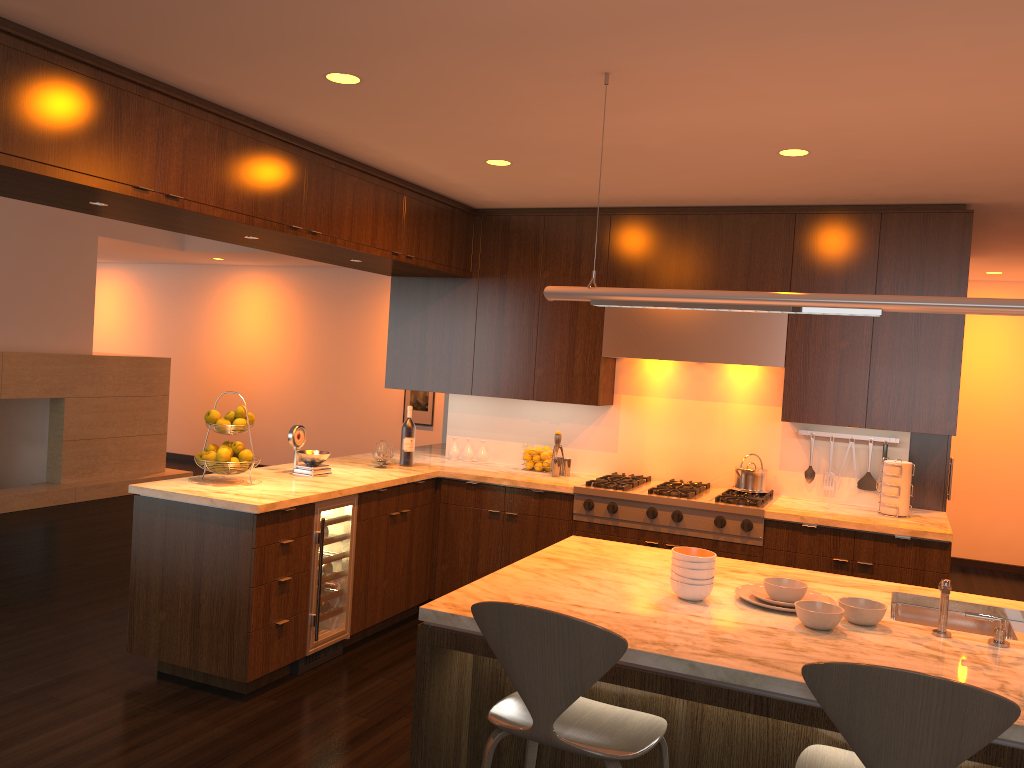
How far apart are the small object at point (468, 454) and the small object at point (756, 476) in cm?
178

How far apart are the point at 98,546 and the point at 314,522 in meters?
3.3

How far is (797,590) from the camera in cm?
275

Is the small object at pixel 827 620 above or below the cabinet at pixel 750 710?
above

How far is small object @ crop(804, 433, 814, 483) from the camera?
5.18m

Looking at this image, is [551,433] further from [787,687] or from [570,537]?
[787,687]

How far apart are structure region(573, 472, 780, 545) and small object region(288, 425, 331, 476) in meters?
1.4

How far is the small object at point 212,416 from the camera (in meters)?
4.43

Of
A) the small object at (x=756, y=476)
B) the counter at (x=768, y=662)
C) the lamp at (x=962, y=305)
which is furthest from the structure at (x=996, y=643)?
the small object at (x=756, y=476)

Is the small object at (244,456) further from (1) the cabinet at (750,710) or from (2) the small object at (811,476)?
(2) the small object at (811,476)
